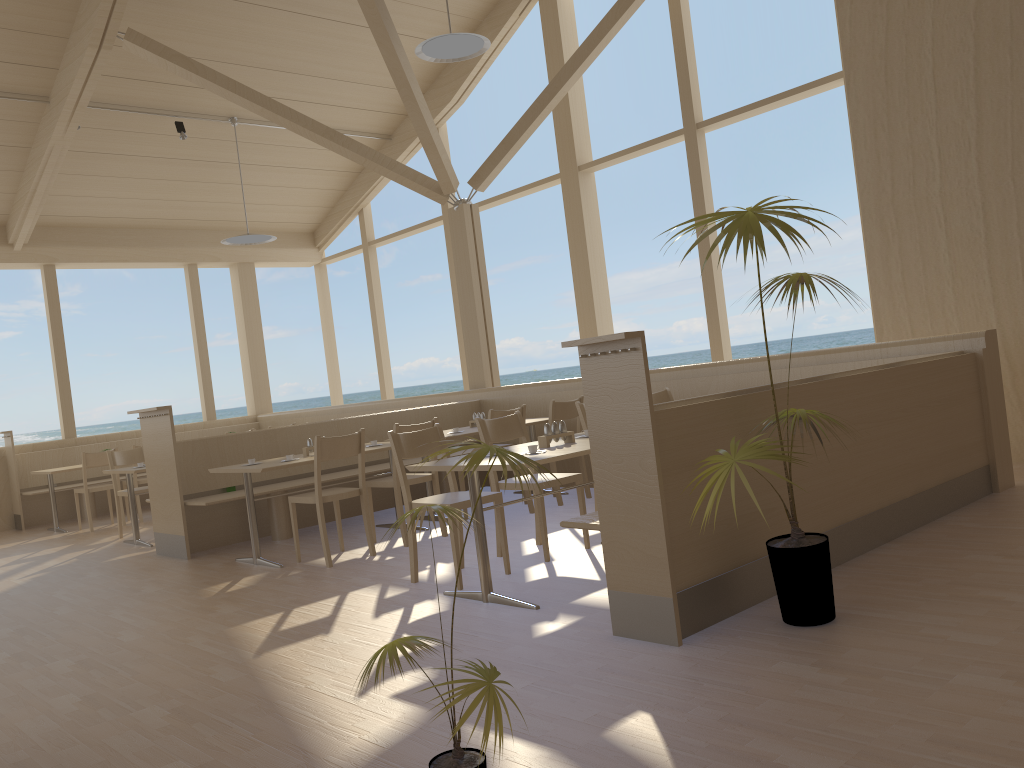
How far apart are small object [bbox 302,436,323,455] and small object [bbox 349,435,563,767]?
4.1 meters

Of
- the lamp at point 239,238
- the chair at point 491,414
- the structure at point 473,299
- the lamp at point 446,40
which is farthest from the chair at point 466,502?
the lamp at point 239,238

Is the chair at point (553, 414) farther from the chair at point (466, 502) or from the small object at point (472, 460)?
the small object at point (472, 460)

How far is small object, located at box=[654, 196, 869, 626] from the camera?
2.79m

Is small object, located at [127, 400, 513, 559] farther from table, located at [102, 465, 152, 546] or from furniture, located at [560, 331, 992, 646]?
furniture, located at [560, 331, 992, 646]

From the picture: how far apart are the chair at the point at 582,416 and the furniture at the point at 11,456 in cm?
688

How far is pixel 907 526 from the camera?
4.3 meters

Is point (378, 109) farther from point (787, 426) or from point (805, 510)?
point (787, 426)

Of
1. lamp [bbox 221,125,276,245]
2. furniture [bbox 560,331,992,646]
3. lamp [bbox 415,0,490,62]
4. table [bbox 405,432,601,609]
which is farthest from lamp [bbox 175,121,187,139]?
furniture [bbox 560,331,992,646]

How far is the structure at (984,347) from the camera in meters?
5.1 m
